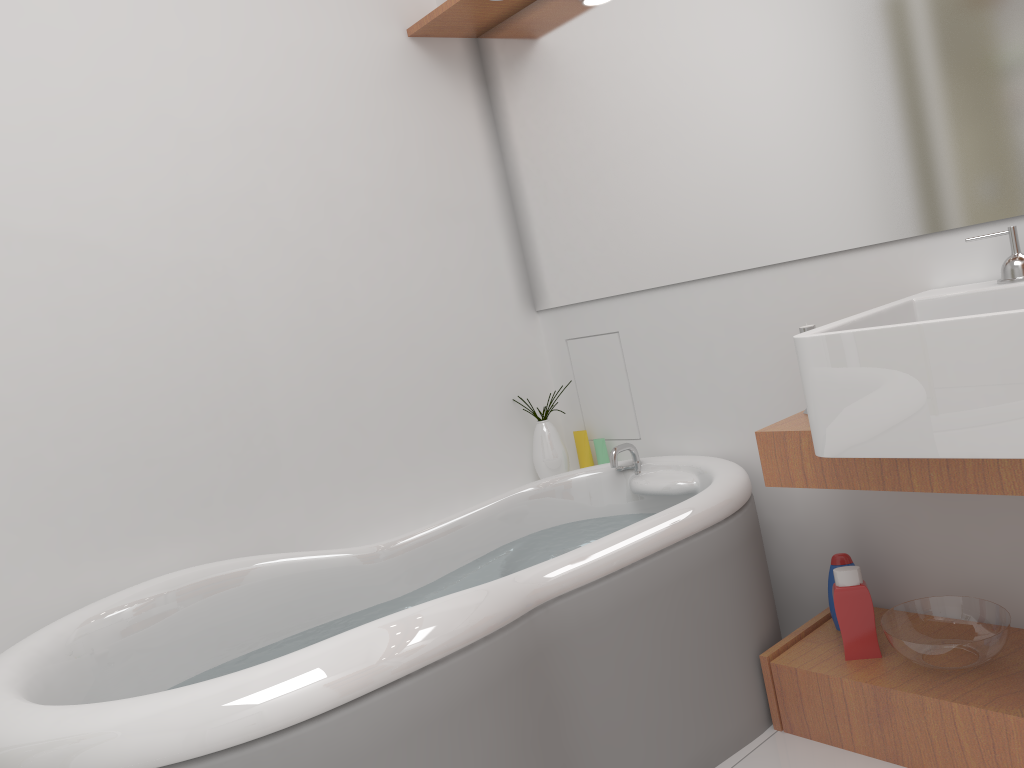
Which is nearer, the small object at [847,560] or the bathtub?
the bathtub

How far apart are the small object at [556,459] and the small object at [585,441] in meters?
0.1 m

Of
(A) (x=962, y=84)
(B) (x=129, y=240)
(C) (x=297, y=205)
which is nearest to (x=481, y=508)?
(C) (x=297, y=205)

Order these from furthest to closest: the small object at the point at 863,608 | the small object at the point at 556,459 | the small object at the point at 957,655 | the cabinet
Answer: the small object at the point at 556,459 < the small object at the point at 863,608 < the small object at the point at 957,655 < the cabinet

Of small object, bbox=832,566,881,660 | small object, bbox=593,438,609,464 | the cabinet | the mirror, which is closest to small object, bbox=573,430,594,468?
small object, bbox=593,438,609,464

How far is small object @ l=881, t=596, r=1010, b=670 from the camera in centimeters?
173cm

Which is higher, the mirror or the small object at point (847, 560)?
the mirror

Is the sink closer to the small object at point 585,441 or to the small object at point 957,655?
the small object at point 957,655

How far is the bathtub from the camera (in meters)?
1.25

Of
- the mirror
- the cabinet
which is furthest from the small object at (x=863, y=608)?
the mirror
